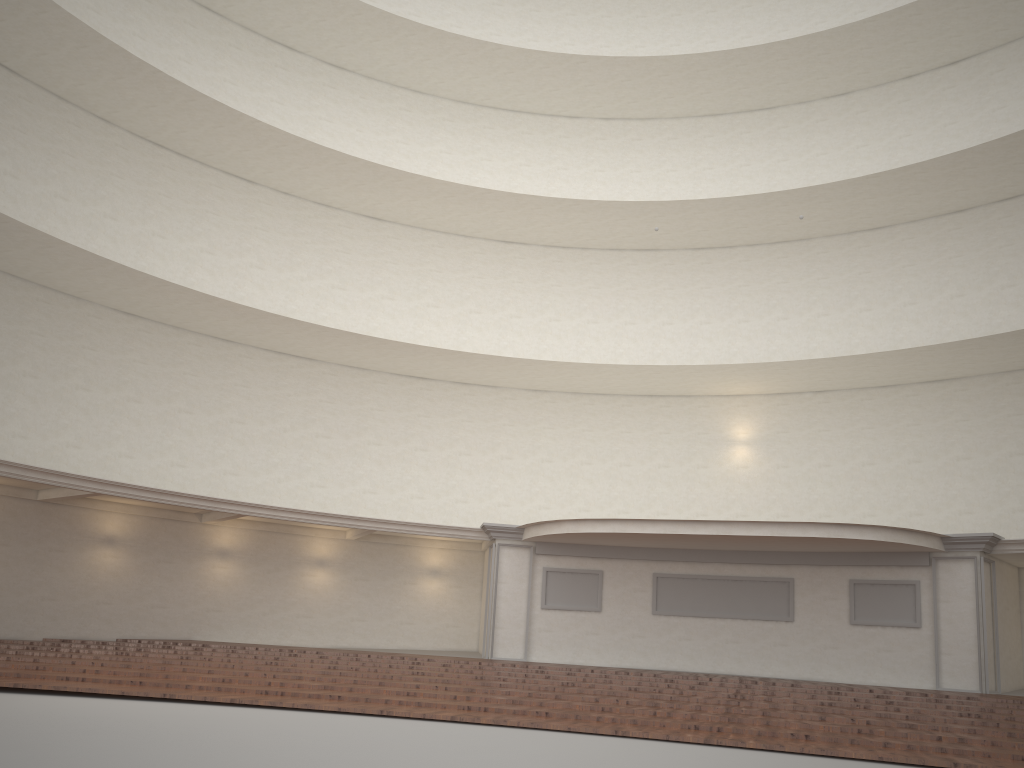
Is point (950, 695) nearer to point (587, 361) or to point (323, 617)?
point (587, 361)

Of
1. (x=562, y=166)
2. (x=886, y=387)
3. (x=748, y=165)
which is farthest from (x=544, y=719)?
(x=748, y=165)

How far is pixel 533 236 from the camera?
24.7m
